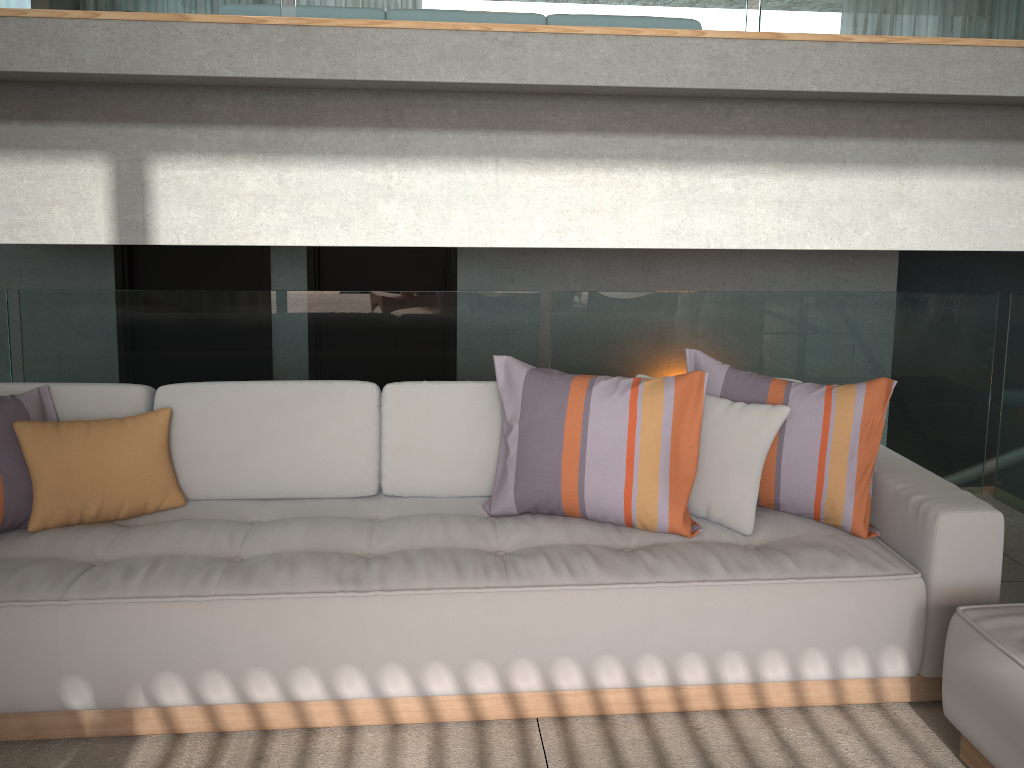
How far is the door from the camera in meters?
4.9

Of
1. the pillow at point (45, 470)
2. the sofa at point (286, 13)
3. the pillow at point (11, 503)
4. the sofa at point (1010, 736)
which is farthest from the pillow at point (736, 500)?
the sofa at point (286, 13)

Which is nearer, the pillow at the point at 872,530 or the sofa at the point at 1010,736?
the sofa at the point at 1010,736

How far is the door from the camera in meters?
4.9

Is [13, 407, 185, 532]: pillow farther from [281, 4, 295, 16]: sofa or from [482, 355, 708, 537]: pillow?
[281, 4, 295, 16]: sofa

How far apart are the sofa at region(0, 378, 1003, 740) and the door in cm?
203

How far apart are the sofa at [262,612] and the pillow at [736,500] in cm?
2

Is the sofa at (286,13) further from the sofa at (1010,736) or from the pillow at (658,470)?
the sofa at (1010,736)

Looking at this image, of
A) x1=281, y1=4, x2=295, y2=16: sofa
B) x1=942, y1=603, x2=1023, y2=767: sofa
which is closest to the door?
Result: x1=281, y1=4, x2=295, y2=16: sofa

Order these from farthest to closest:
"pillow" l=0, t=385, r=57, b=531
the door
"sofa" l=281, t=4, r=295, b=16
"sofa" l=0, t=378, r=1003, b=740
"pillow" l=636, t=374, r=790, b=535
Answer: the door → "sofa" l=281, t=4, r=295, b=16 → "pillow" l=636, t=374, r=790, b=535 → "pillow" l=0, t=385, r=57, b=531 → "sofa" l=0, t=378, r=1003, b=740
